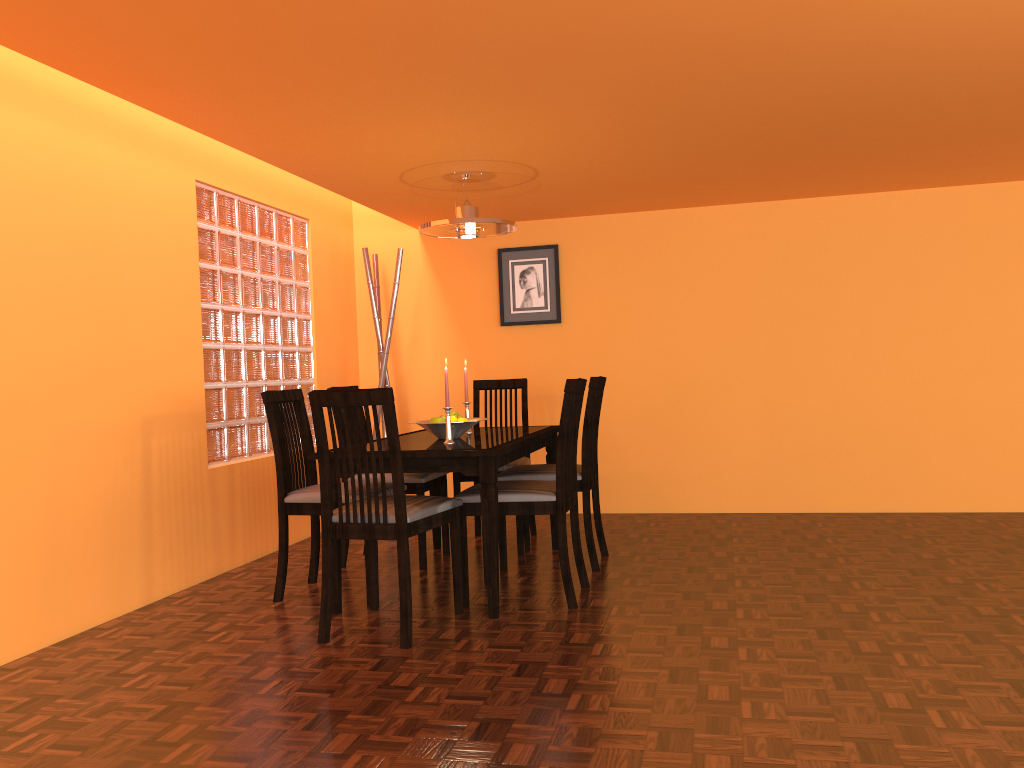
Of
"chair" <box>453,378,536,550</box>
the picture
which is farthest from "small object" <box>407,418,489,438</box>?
the picture

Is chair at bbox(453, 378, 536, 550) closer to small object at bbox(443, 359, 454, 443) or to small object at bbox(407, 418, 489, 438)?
small object at bbox(407, 418, 489, 438)

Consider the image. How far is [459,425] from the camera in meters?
3.5 m

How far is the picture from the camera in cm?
514

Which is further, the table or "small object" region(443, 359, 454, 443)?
"small object" region(443, 359, 454, 443)

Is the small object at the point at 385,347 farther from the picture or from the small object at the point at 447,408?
the small object at the point at 447,408

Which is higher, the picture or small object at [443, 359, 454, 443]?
the picture

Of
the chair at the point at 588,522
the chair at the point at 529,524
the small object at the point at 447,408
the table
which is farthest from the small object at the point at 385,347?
the small object at the point at 447,408

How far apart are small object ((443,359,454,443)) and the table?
0.0m

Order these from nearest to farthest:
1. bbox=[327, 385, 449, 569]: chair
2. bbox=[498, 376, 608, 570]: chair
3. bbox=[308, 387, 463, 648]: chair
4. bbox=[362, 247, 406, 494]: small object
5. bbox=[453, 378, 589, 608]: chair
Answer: bbox=[308, 387, 463, 648]: chair, bbox=[453, 378, 589, 608]: chair, bbox=[498, 376, 608, 570]: chair, bbox=[327, 385, 449, 569]: chair, bbox=[362, 247, 406, 494]: small object
